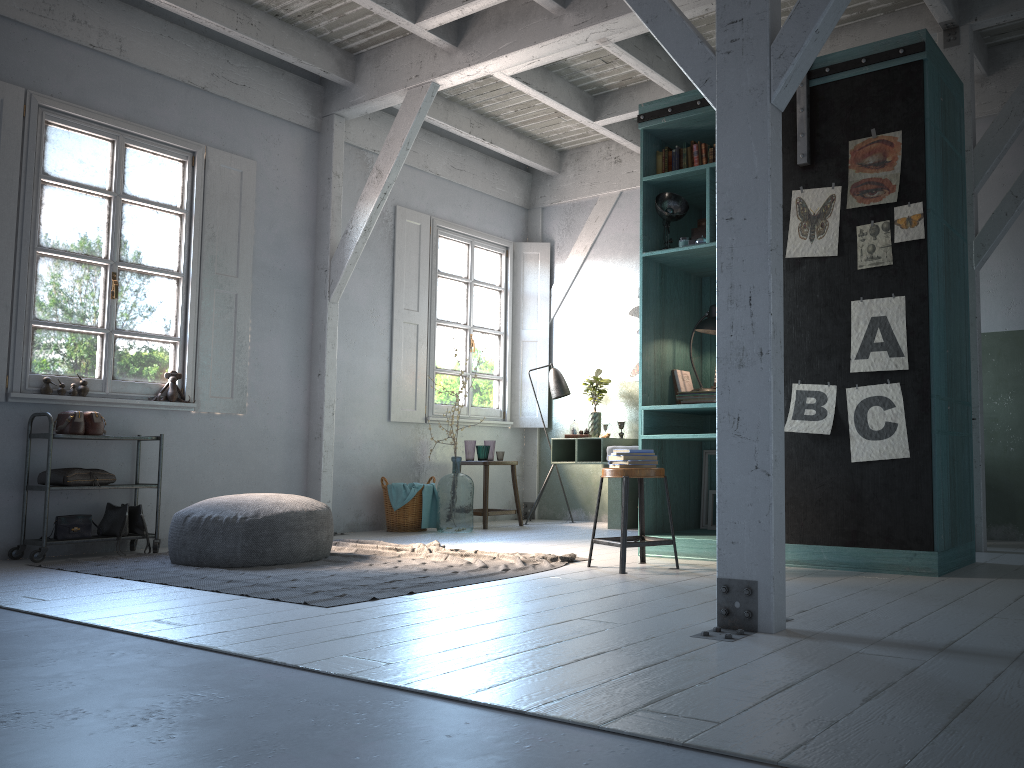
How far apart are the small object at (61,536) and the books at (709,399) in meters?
4.5 m

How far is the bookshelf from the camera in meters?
5.0

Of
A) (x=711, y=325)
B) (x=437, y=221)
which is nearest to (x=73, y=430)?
(x=437, y=221)

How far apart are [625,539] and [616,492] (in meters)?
3.53

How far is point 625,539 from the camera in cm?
528

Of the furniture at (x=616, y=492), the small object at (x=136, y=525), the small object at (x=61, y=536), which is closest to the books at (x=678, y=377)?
the furniture at (x=616, y=492)

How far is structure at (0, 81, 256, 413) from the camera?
6.7 meters

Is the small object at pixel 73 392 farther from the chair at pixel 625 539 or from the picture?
the picture

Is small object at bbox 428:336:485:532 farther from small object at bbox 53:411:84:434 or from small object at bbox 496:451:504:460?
small object at bbox 53:411:84:434

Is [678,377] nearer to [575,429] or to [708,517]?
[708,517]
